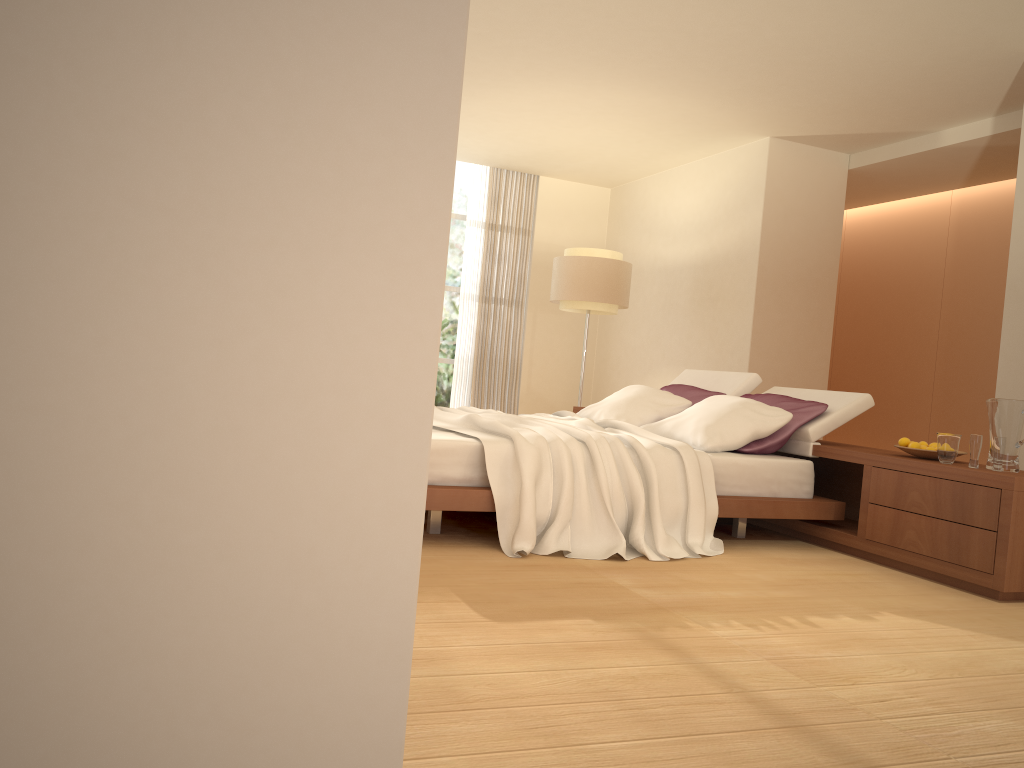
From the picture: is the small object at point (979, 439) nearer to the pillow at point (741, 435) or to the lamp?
the pillow at point (741, 435)

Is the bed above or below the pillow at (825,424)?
below

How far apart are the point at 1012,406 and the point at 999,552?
0.69m

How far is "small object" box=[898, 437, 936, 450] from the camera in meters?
4.4

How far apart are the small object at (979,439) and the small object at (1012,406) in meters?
0.1 m

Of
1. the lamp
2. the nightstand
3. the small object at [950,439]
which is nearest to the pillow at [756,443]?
the nightstand

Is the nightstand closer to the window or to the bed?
the bed

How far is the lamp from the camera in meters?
8.3 m

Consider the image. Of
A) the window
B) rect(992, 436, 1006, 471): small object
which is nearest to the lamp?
the window

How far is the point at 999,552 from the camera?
3.8m
